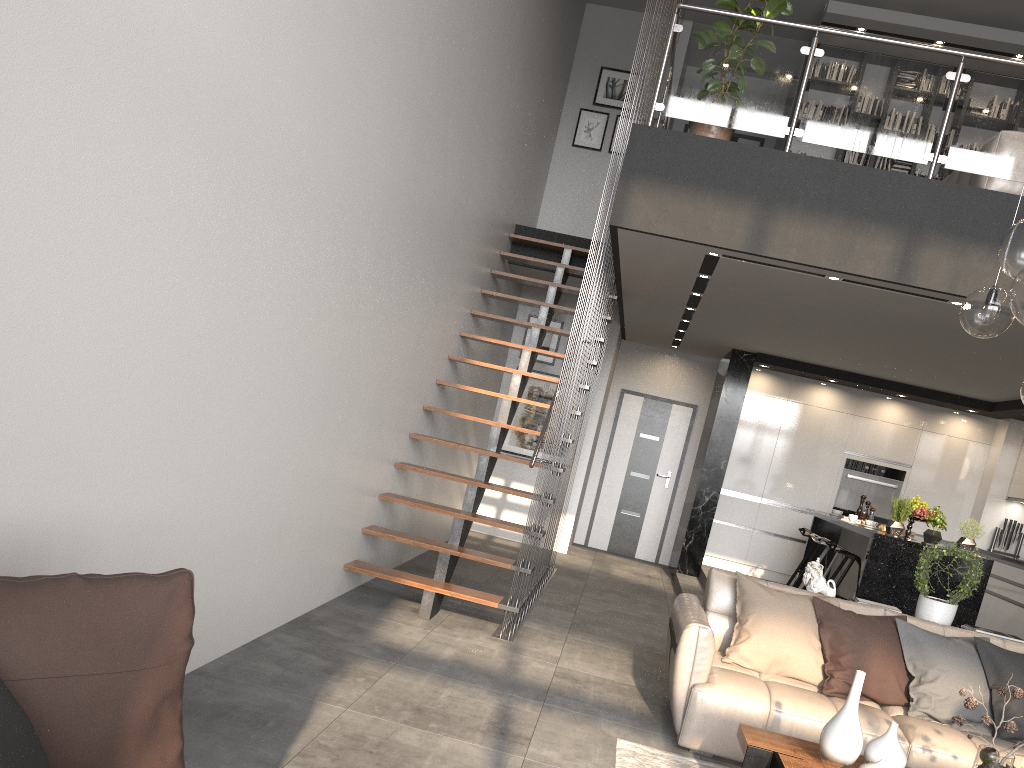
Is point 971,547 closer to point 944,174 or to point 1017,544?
point 1017,544

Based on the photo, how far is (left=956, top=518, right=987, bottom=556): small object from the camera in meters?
6.7

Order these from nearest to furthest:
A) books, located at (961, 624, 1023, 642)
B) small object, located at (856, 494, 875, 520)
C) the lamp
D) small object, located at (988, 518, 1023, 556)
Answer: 1. the lamp
2. books, located at (961, 624, 1023, 642)
3. small object, located at (856, 494, 875, 520)
4. small object, located at (988, 518, 1023, 556)

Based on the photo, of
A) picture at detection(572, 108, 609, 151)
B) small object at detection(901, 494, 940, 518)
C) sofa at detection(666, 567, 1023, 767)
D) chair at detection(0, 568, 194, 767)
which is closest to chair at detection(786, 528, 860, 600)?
small object at detection(901, 494, 940, 518)

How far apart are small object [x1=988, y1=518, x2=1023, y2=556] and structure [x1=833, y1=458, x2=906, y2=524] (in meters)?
1.03

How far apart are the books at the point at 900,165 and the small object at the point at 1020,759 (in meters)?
7.32

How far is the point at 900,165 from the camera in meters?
9.3 m

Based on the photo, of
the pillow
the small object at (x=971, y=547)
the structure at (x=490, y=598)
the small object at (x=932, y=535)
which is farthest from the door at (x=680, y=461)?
the pillow

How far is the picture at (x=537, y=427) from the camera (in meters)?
10.09

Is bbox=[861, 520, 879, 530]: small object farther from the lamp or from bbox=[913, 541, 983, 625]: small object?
the lamp
